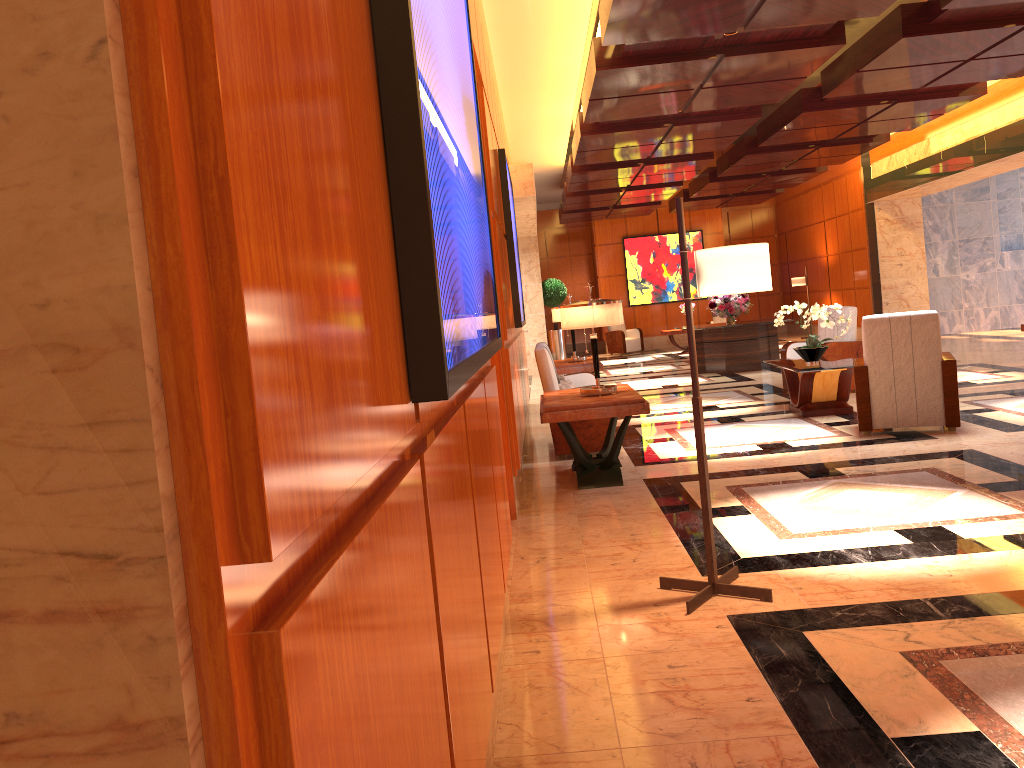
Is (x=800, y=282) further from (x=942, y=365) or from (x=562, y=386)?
(x=562, y=386)

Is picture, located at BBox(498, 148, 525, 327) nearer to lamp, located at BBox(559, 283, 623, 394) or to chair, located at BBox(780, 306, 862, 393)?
lamp, located at BBox(559, 283, 623, 394)

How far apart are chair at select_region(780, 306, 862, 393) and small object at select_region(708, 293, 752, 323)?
3.7m

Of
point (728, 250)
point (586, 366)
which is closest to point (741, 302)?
point (586, 366)

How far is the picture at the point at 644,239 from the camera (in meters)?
22.01

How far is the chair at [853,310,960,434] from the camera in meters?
6.8 m

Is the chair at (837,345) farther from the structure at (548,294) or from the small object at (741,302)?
the structure at (548,294)

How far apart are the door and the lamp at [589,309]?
1.0m

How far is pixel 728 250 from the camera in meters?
3.5 m

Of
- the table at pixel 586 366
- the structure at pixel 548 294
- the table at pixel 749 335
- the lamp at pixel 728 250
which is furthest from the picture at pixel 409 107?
the structure at pixel 548 294
